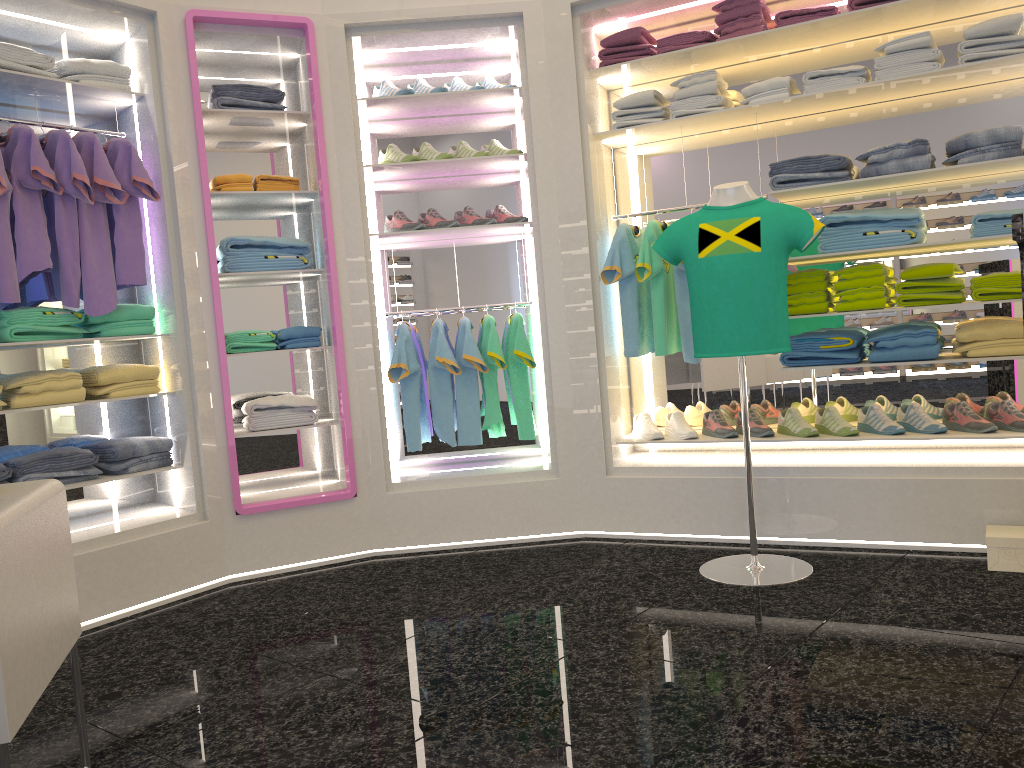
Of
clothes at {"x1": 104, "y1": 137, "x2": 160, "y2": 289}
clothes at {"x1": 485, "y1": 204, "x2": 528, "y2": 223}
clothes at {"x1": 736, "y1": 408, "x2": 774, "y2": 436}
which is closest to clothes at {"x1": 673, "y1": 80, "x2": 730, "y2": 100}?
clothes at {"x1": 485, "y1": 204, "x2": 528, "y2": 223}

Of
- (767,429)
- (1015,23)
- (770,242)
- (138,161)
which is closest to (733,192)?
(770,242)

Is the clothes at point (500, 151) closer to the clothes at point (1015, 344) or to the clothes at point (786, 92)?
the clothes at point (786, 92)

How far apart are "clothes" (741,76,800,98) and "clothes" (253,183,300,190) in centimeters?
215cm

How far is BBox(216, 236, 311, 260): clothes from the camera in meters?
4.1

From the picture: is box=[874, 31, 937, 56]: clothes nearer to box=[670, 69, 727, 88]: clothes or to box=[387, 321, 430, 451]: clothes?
box=[670, 69, 727, 88]: clothes

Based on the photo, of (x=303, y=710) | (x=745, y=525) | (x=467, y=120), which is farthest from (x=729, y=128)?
(x=303, y=710)

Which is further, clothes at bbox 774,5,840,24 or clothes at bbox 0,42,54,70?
clothes at bbox 774,5,840,24

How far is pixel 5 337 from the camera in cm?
355

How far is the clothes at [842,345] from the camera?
3.90m
